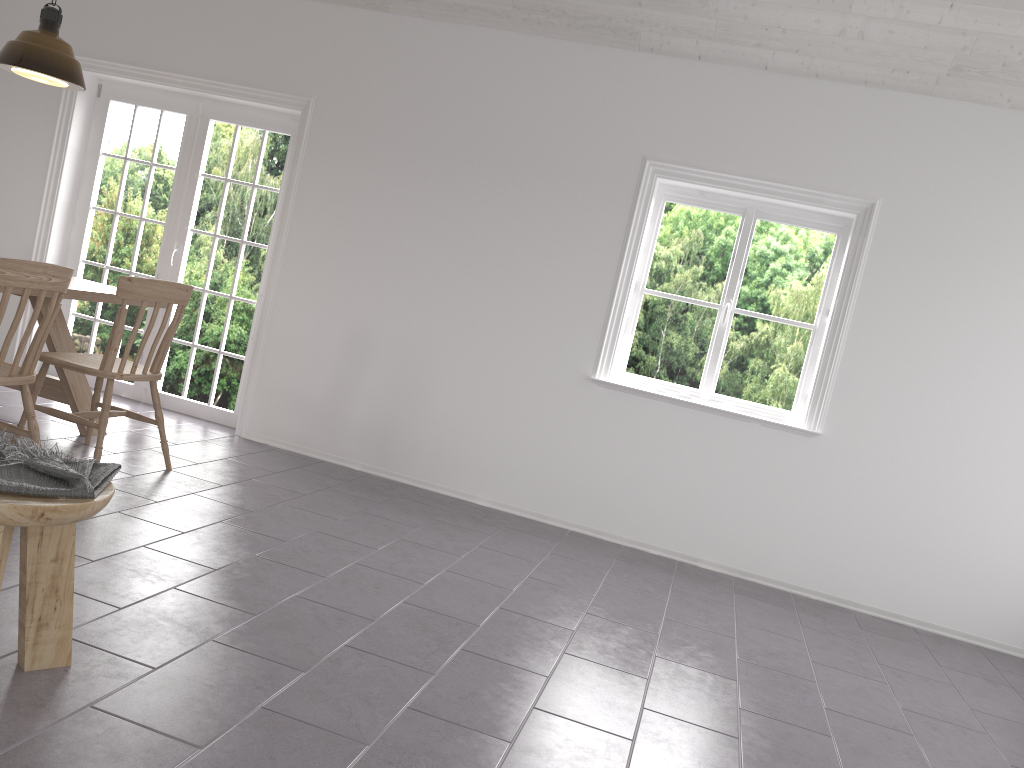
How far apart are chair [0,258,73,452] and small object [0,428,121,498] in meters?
1.2

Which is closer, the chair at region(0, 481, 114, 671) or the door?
Result: the chair at region(0, 481, 114, 671)

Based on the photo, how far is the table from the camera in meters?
4.3 m

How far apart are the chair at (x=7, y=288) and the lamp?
1.4m

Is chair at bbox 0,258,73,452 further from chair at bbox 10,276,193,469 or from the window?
the window

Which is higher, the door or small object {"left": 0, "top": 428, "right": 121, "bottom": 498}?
the door

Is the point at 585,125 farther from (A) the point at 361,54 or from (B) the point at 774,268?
(A) the point at 361,54

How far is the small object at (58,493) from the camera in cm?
200

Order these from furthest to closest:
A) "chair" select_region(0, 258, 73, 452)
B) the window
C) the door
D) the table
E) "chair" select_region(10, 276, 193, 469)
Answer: the door → the window → the table → "chair" select_region(10, 276, 193, 469) → "chair" select_region(0, 258, 73, 452)

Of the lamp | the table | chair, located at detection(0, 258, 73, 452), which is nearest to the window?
the table
